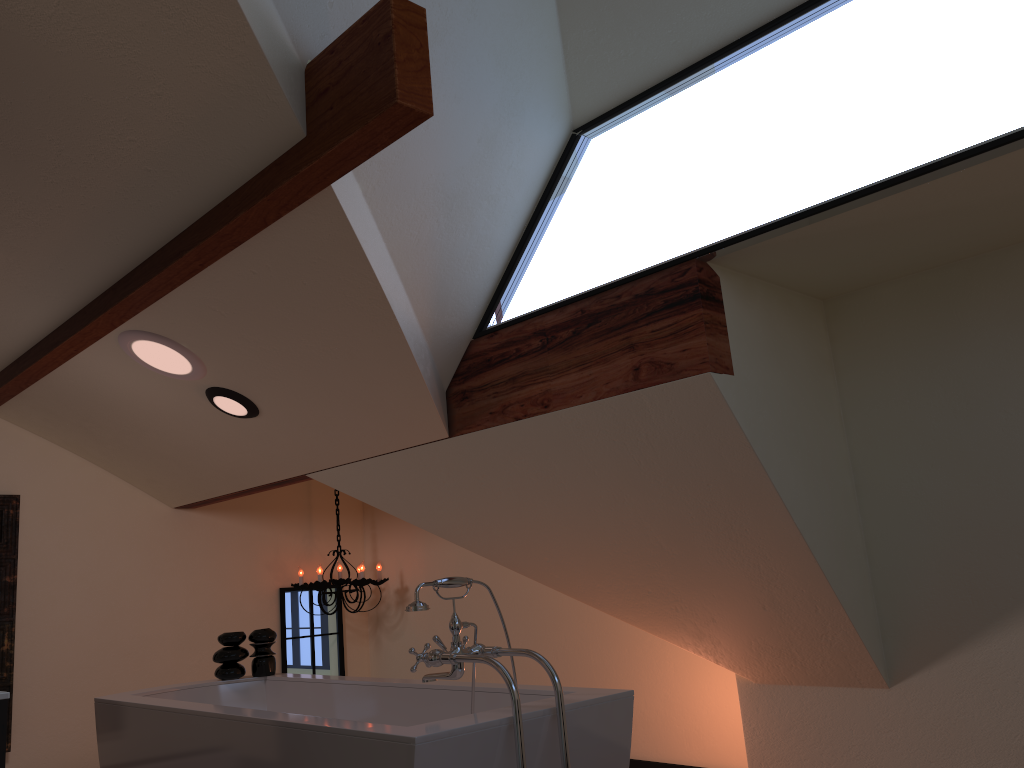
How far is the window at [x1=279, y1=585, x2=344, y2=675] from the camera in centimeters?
557cm

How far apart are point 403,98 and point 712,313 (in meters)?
1.19

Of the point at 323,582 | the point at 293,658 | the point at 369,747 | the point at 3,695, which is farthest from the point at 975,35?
the point at 293,658

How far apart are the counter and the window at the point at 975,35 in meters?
2.0 m

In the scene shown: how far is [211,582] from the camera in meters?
5.3 m

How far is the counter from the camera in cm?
170

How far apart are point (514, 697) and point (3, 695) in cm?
113

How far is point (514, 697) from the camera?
2.2 meters

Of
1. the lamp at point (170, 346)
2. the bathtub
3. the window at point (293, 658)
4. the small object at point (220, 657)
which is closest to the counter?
the bathtub

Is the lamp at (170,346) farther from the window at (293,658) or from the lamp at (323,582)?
the window at (293,658)
